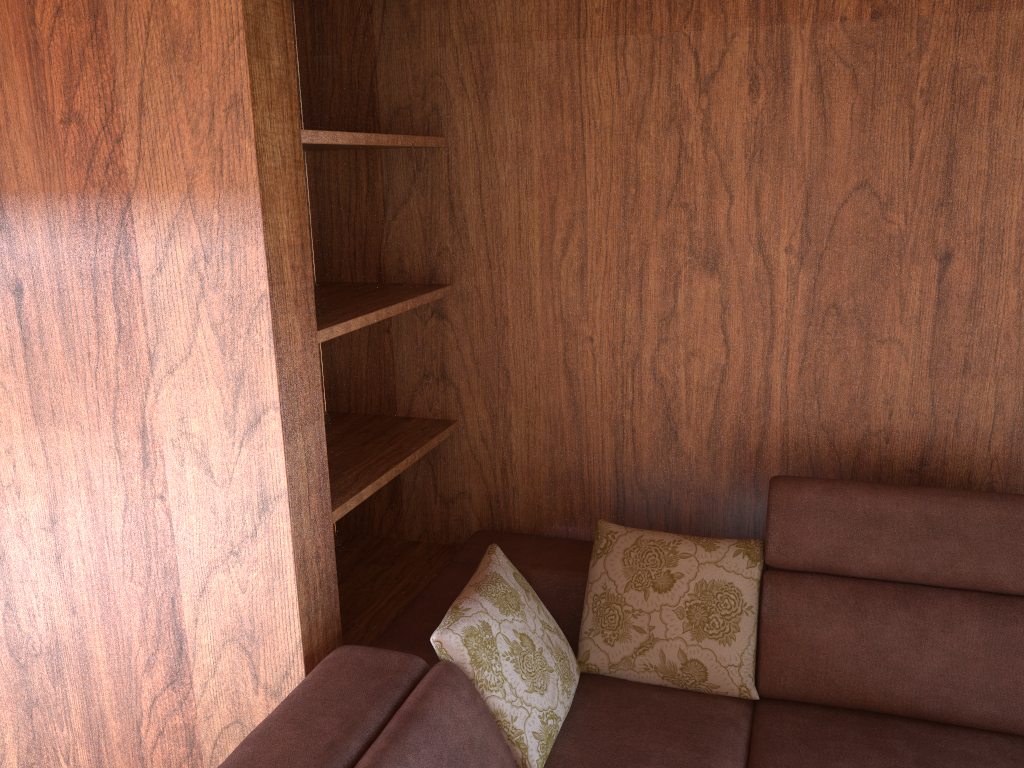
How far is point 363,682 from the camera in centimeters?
161cm

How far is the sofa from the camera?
1.6m

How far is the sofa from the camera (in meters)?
1.61
